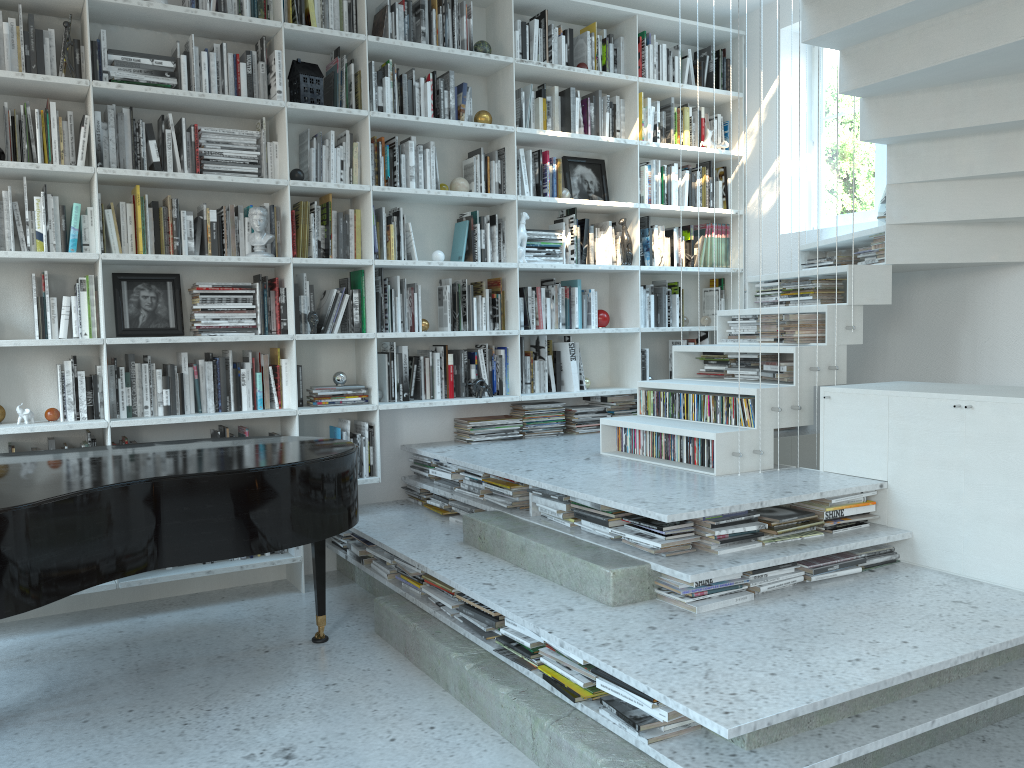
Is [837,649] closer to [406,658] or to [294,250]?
[406,658]

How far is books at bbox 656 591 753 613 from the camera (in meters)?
2.88

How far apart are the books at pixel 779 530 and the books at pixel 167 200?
3.0m

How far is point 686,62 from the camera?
5.6m

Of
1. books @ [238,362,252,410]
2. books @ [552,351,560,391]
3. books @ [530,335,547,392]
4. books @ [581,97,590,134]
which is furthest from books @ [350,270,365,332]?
books @ [581,97,590,134]

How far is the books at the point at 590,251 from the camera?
5.3 meters

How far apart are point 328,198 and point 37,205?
1.3m

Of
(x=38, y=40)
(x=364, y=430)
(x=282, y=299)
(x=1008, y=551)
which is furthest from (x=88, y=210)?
(x=1008, y=551)

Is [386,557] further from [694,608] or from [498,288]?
[498,288]

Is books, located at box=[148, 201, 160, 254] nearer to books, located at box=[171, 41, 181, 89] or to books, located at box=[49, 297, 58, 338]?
books, located at box=[49, 297, 58, 338]
